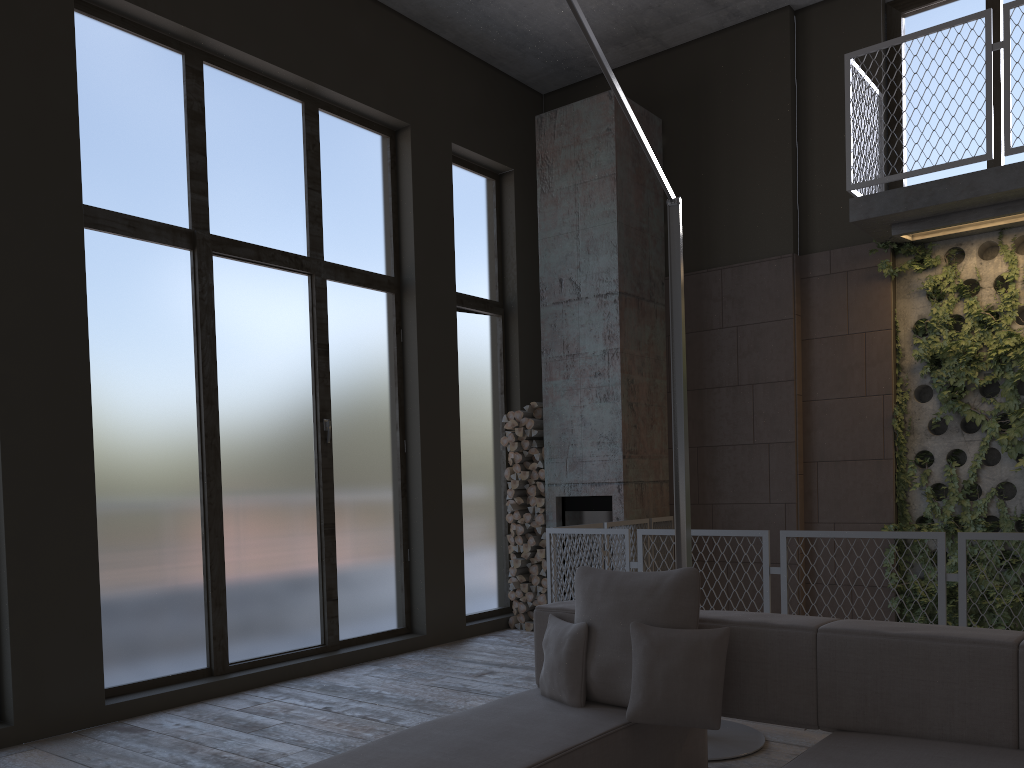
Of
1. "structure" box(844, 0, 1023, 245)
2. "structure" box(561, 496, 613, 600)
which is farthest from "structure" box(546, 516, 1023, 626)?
"structure" box(844, 0, 1023, 245)

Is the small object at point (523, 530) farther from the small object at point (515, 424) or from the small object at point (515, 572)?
the small object at point (515, 424)

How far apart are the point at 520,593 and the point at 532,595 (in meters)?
Result: 0.16

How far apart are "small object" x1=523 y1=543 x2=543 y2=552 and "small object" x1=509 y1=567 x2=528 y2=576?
0.2m

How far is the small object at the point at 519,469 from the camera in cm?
792

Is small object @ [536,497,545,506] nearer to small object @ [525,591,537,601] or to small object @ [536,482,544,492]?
small object @ [536,482,544,492]

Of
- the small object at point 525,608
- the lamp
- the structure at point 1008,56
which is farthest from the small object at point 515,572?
the structure at point 1008,56

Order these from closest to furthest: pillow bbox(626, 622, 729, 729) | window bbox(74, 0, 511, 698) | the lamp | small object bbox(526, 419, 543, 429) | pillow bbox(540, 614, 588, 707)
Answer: pillow bbox(626, 622, 729, 729) → pillow bbox(540, 614, 588, 707) → the lamp → window bbox(74, 0, 511, 698) → small object bbox(526, 419, 543, 429)

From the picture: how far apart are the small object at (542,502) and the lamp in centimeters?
336cm

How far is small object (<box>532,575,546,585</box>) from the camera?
7.7 meters
